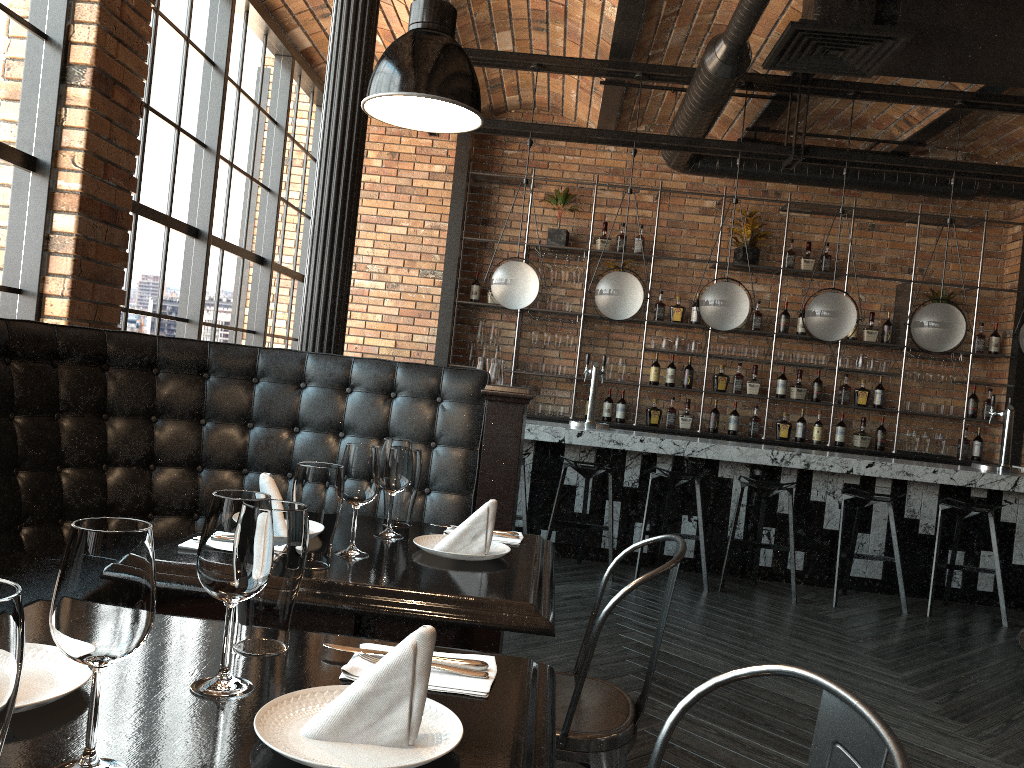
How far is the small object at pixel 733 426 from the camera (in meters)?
7.90

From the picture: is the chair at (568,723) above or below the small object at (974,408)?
below

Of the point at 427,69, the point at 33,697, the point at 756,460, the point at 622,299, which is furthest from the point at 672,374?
the point at 33,697

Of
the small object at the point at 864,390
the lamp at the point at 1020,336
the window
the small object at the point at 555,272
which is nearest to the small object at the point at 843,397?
the small object at the point at 864,390

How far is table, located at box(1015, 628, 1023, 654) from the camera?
1.9m

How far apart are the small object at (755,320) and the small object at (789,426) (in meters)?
0.88

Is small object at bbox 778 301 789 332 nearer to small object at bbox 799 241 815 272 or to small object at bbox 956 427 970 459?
small object at bbox 799 241 815 272

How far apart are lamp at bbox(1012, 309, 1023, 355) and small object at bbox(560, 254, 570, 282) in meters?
3.6

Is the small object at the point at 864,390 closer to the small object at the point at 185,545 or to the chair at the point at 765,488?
the chair at the point at 765,488

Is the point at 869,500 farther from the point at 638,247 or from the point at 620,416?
the point at 638,247
